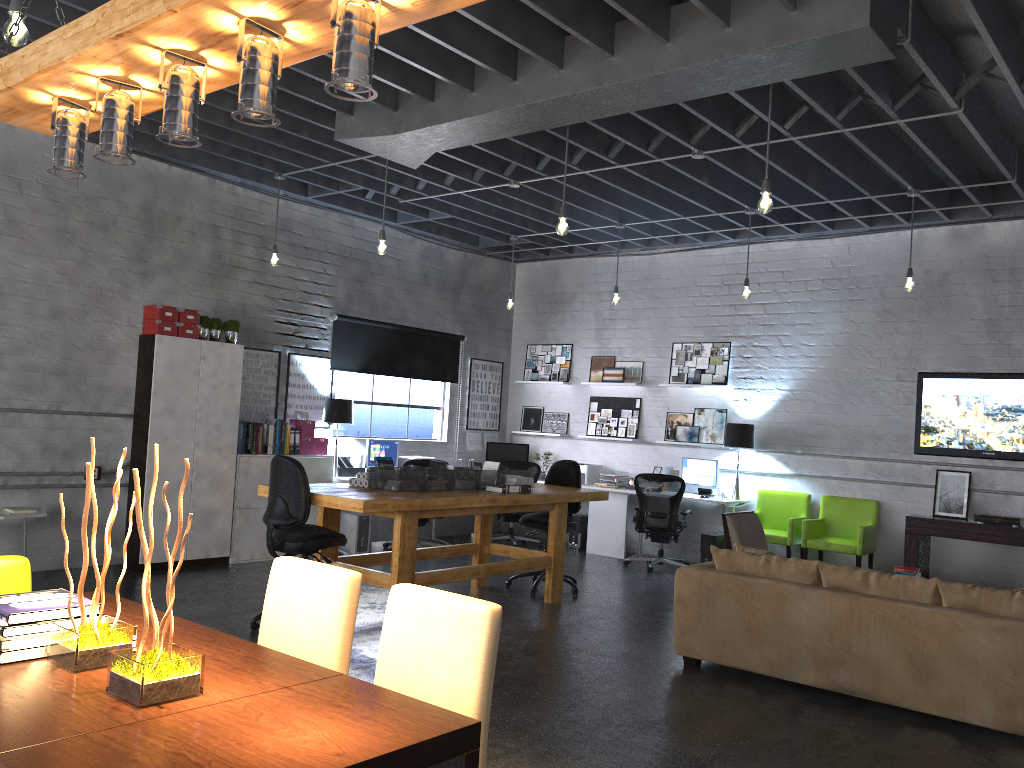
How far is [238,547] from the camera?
8.3m

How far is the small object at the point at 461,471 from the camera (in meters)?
6.85

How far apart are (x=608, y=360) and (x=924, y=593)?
6.5m

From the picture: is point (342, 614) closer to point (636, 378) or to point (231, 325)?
point (231, 325)

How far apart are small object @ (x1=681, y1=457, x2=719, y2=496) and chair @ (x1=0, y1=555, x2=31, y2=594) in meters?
7.8 m

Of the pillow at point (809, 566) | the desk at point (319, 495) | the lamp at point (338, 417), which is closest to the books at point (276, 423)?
the lamp at point (338, 417)

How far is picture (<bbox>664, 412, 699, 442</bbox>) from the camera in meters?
10.3

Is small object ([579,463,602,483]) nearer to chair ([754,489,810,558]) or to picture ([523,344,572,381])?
picture ([523,344,572,381])

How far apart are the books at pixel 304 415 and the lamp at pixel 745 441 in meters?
4.5

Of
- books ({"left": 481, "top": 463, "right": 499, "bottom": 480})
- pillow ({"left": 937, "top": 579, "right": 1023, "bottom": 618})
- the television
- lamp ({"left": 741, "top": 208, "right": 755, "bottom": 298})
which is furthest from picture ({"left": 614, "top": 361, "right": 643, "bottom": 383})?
pillow ({"left": 937, "top": 579, "right": 1023, "bottom": 618})
